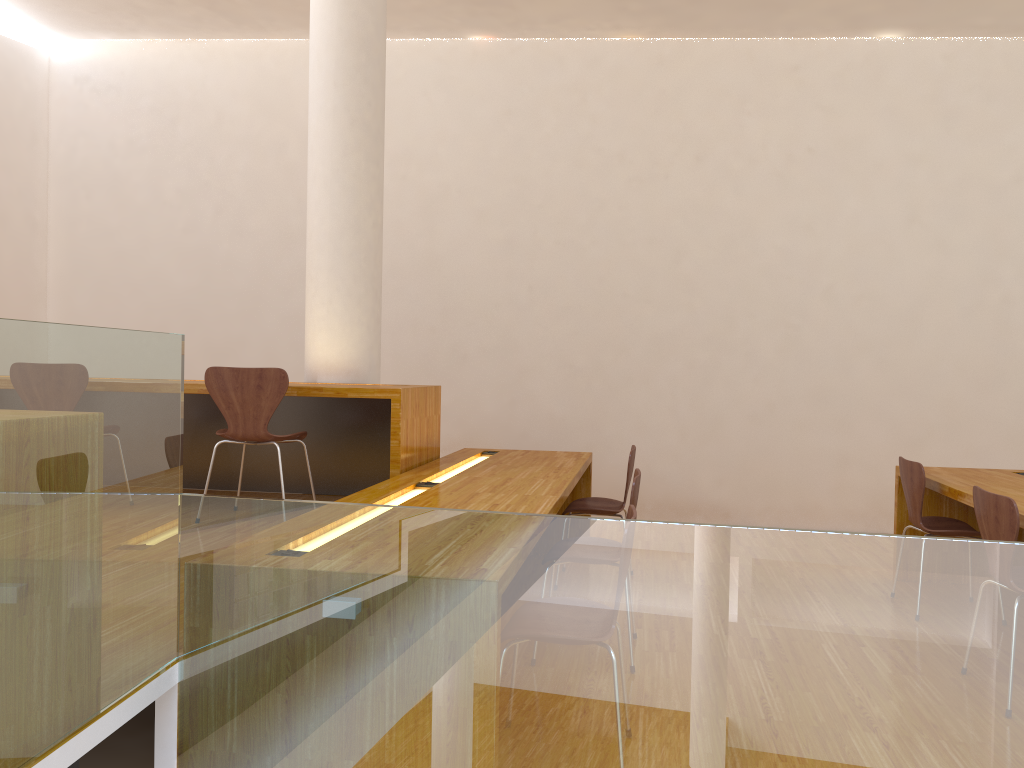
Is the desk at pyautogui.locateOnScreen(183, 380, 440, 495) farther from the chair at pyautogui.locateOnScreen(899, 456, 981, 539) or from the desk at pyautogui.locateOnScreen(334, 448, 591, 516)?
the chair at pyautogui.locateOnScreen(899, 456, 981, 539)

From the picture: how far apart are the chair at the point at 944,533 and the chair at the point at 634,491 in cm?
142

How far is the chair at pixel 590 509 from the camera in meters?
4.3

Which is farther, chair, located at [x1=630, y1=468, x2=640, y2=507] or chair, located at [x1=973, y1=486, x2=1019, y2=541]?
chair, located at [x1=630, y1=468, x2=640, y2=507]

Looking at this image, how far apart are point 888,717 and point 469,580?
0.9 meters

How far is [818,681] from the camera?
1.8m

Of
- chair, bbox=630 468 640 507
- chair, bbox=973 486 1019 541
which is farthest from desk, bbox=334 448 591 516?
chair, bbox=973 486 1019 541

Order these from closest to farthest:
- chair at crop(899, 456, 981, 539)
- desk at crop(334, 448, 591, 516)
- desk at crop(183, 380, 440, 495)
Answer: desk at crop(334, 448, 591, 516) < chair at crop(899, 456, 981, 539) < desk at crop(183, 380, 440, 495)

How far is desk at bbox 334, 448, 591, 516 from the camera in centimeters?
318cm

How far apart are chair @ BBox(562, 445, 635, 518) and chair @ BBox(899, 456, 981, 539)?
1.3 meters
